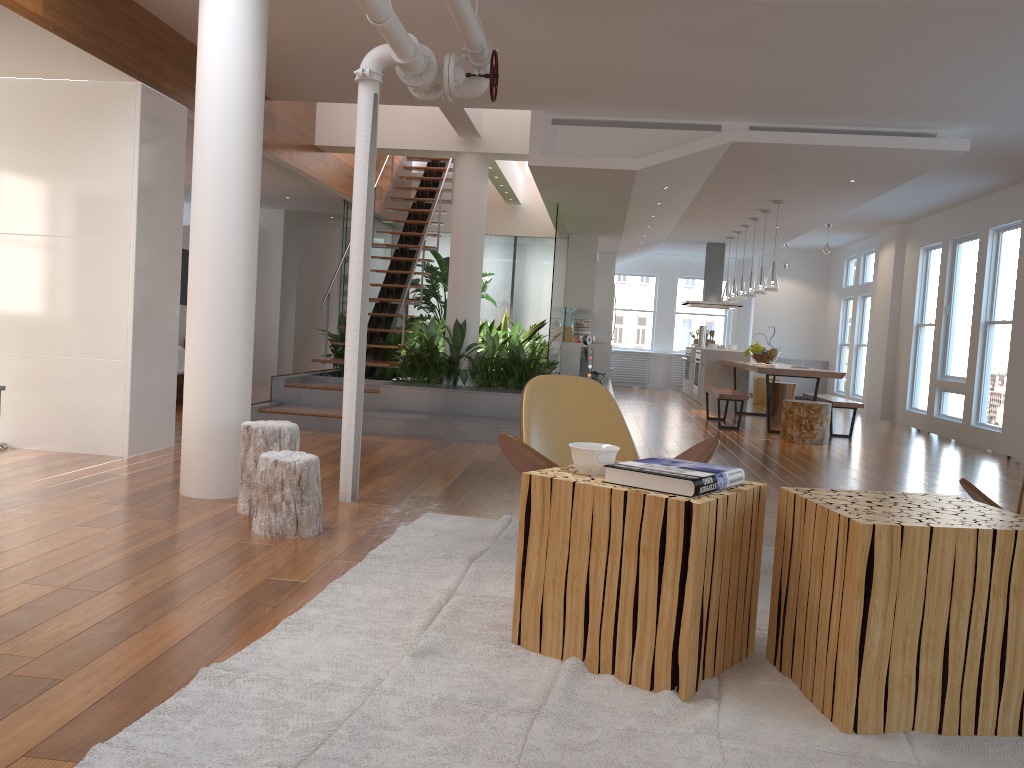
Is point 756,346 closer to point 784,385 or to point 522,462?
point 784,385

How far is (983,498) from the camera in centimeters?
277cm

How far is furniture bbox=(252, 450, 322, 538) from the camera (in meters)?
3.69

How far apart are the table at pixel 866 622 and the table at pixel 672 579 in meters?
0.1

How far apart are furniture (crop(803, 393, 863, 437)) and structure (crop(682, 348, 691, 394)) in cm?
363

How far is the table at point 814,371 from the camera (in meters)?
9.12

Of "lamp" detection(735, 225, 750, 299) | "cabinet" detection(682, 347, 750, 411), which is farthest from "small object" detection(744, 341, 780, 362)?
"lamp" detection(735, 225, 750, 299)

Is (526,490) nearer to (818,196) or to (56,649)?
(56,649)

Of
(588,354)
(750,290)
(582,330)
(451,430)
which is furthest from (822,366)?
(451,430)

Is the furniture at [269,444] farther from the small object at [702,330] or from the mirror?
the small object at [702,330]
